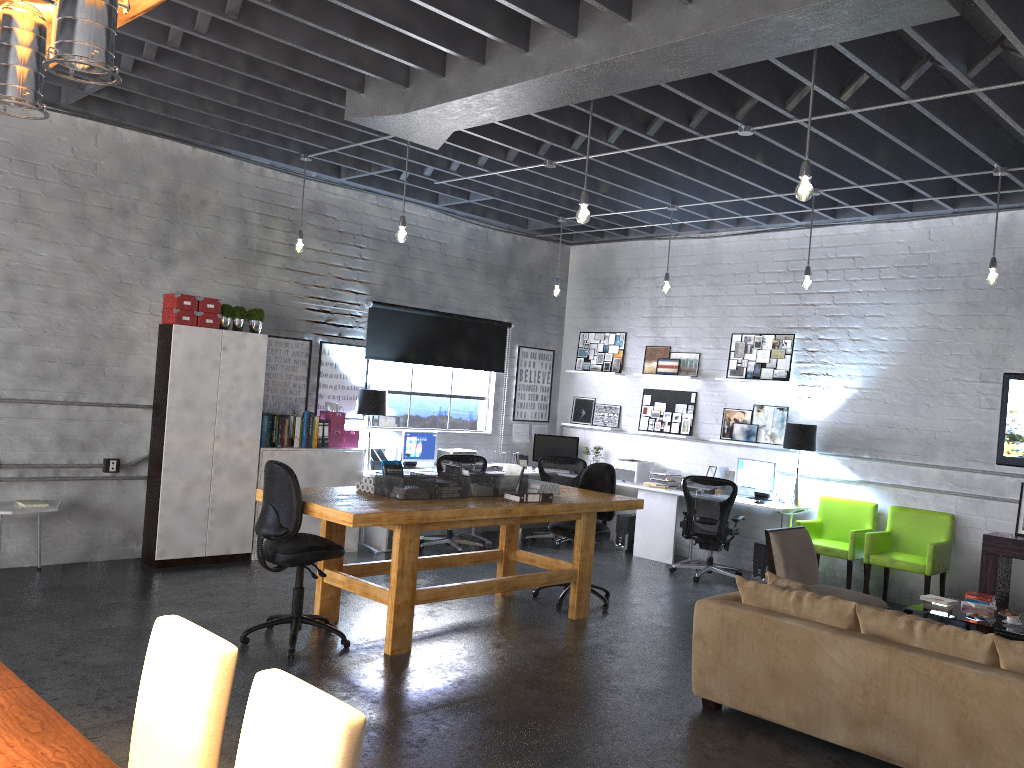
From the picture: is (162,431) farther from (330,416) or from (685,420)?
(685,420)

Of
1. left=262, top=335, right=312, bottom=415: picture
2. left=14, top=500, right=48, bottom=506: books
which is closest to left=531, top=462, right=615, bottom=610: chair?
left=262, top=335, right=312, bottom=415: picture

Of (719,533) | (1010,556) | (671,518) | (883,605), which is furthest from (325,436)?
(1010,556)

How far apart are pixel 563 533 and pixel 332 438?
2.7 meters

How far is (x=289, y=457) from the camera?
8.22m

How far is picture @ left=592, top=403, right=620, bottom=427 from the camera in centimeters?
1083cm

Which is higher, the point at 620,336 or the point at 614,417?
the point at 620,336

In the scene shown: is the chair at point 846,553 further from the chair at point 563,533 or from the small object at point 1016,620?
the chair at point 563,533

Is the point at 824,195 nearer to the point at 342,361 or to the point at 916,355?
the point at 916,355

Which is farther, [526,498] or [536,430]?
[536,430]
